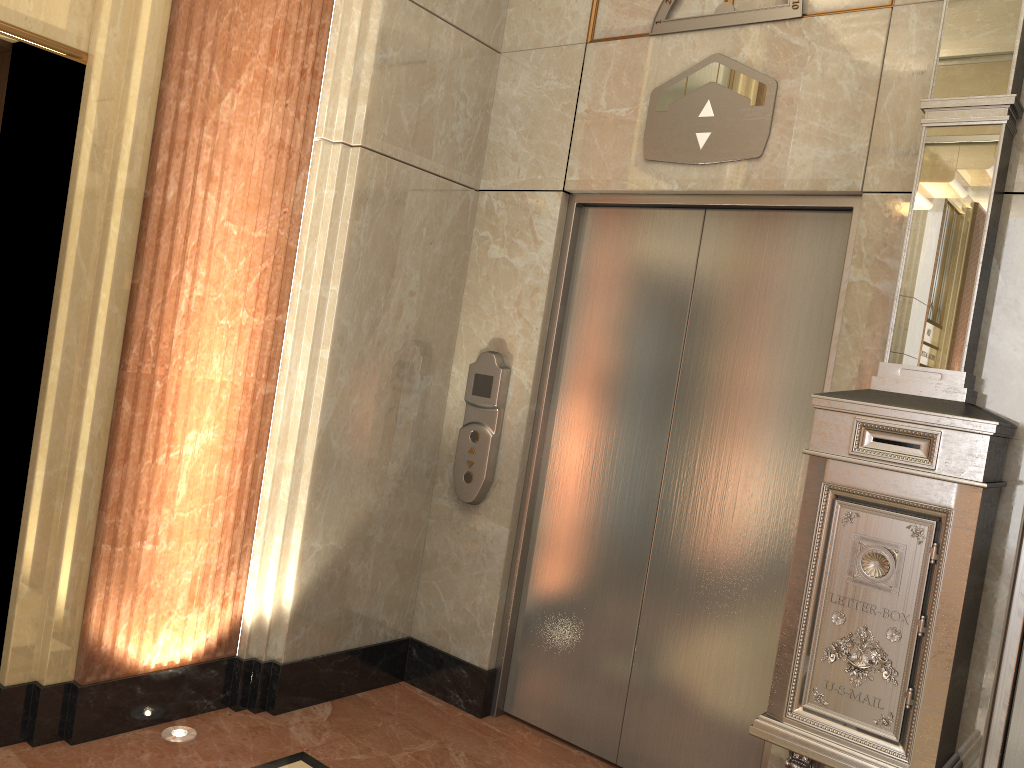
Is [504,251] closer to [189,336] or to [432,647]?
[189,336]
